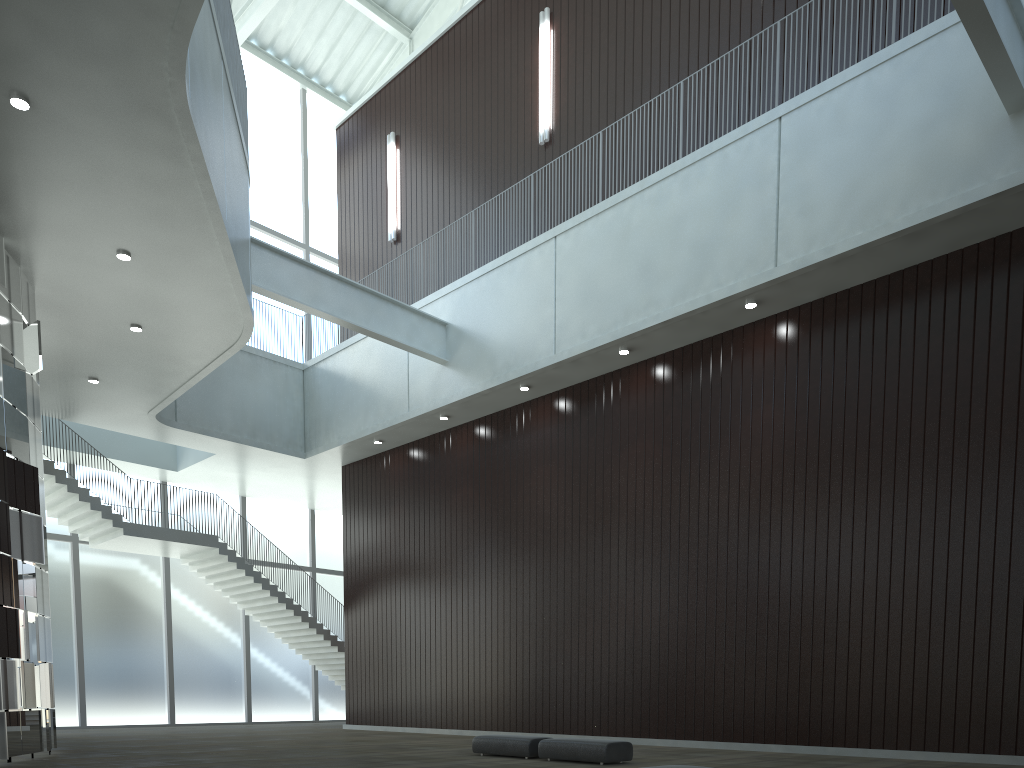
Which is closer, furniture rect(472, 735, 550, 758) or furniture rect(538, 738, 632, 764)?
furniture rect(538, 738, 632, 764)

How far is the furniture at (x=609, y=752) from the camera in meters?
32.0 m

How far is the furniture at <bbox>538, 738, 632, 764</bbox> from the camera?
32.0m

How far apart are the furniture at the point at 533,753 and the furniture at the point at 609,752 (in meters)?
0.79

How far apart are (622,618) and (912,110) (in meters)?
30.01

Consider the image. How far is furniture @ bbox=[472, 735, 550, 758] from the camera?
35.0m

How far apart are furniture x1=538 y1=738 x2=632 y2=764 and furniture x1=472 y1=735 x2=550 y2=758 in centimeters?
79cm

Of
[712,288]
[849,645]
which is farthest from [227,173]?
[849,645]
